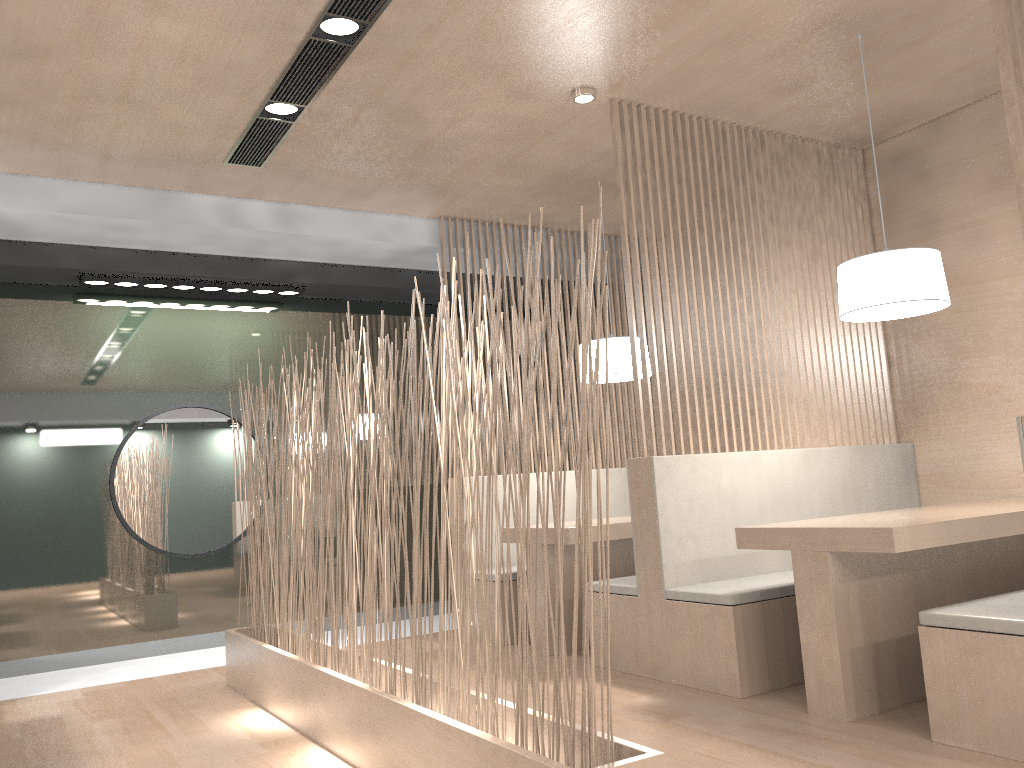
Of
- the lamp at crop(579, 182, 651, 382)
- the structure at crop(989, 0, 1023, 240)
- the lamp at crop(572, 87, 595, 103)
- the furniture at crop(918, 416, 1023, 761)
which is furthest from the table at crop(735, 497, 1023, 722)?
the lamp at crop(572, 87, 595, 103)

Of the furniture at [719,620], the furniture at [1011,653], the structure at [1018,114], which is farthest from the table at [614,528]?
the structure at [1018,114]

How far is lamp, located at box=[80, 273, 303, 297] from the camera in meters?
3.2 m

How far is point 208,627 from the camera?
3.4 meters

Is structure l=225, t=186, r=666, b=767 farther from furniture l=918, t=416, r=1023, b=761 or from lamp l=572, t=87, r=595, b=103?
lamp l=572, t=87, r=595, b=103

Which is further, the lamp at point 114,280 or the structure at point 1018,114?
the lamp at point 114,280

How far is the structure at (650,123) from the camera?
2.6 meters

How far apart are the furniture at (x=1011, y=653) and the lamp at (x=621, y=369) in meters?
1.4 m

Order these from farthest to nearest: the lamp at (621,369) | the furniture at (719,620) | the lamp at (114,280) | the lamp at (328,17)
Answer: the lamp at (114,280)
the lamp at (621,369)
the furniture at (719,620)
the lamp at (328,17)

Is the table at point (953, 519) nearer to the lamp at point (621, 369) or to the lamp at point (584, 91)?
the lamp at point (621, 369)
